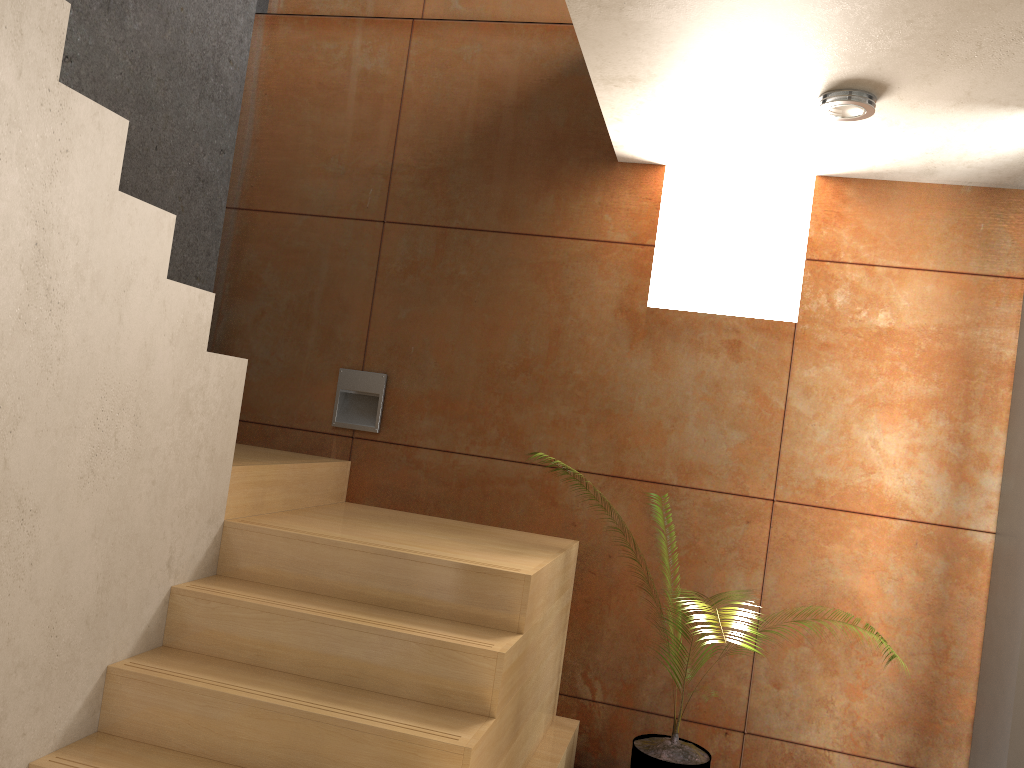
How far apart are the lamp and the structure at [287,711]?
1.7m

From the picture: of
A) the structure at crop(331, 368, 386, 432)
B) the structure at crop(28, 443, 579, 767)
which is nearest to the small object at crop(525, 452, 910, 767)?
the structure at crop(28, 443, 579, 767)

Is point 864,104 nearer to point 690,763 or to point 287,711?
point 690,763

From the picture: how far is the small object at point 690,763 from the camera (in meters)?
3.13

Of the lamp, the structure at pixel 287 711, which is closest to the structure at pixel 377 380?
the structure at pixel 287 711

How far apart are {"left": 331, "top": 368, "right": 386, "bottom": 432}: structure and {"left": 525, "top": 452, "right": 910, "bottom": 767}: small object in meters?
1.7 m

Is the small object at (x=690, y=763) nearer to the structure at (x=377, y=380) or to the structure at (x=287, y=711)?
the structure at (x=287, y=711)

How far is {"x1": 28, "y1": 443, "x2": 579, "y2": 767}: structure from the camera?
2.3 meters

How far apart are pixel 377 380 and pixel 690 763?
2.0m

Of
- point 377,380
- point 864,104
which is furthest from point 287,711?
point 864,104
